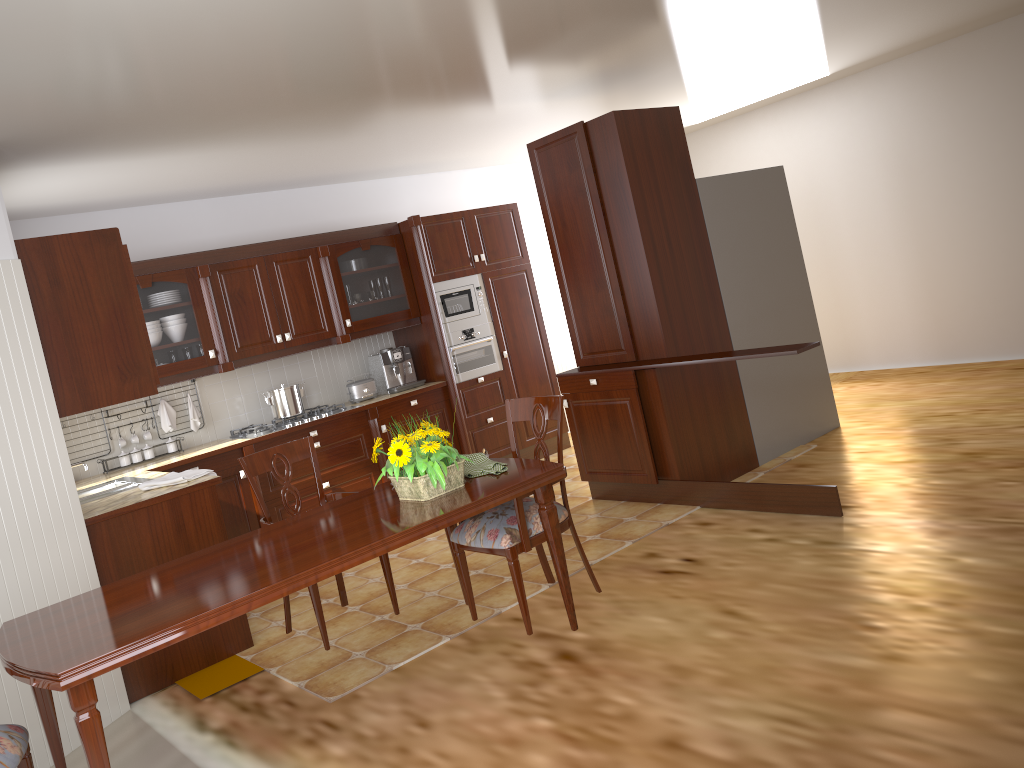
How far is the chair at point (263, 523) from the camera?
3.52m

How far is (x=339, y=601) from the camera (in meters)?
4.61

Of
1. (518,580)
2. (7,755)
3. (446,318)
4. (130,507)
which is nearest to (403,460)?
(518,580)

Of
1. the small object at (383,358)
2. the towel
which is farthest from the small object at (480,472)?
the small object at (383,358)

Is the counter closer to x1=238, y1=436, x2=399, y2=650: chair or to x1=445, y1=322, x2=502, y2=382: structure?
x1=445, y1=322, x2=502, y2=382: structure

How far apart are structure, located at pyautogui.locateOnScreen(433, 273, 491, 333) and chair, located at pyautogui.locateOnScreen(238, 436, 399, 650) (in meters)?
2.82

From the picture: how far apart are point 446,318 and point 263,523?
3.2m

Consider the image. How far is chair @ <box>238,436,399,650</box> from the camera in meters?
3.5 m

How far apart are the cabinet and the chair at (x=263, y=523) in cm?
73

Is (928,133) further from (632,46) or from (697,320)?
(632,46)
